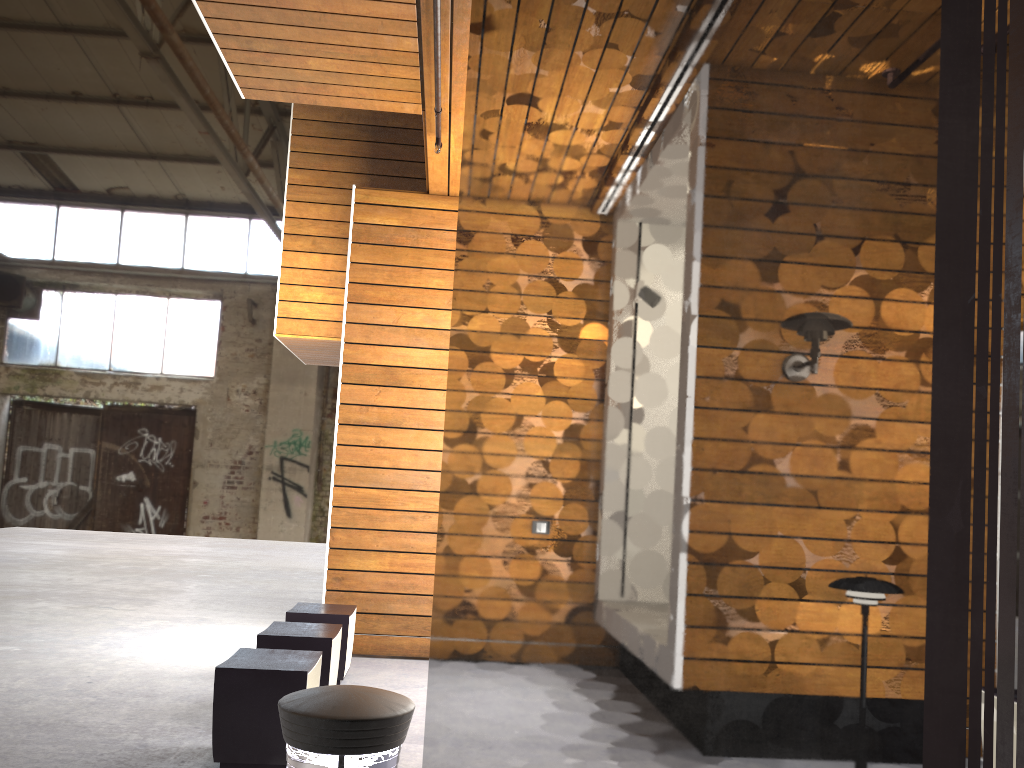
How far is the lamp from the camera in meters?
1.6 m

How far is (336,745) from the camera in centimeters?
Result: 162cm

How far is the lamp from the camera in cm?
162
